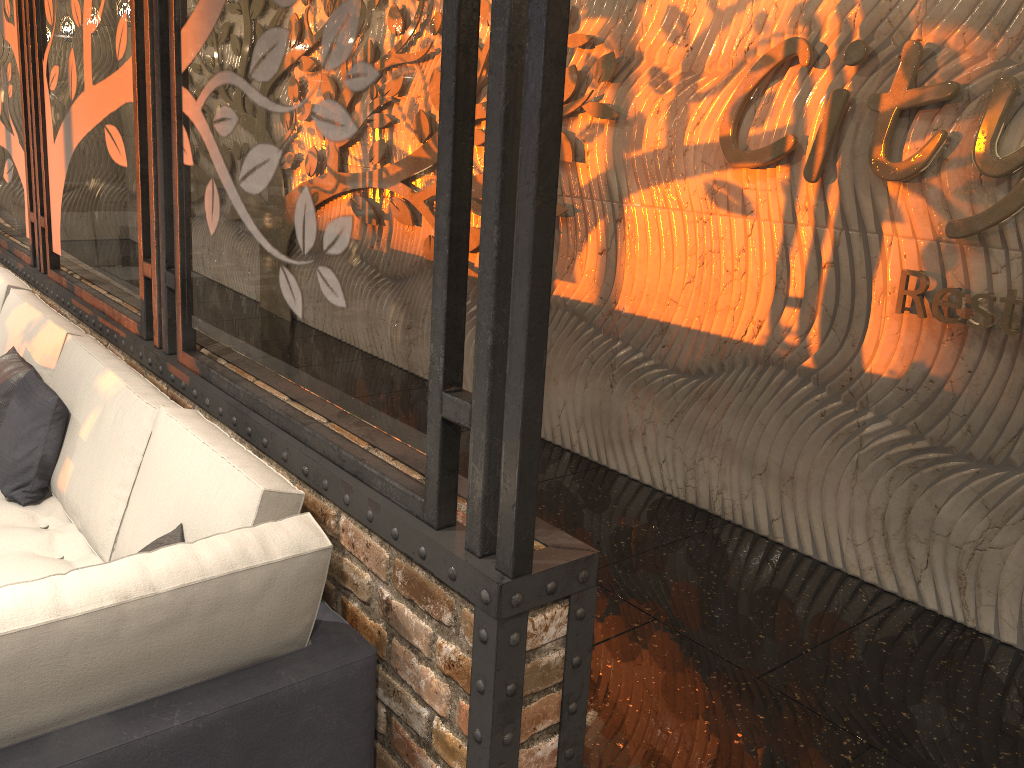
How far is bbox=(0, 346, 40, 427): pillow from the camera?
3.32m

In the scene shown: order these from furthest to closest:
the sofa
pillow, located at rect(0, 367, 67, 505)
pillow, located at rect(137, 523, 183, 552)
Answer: pillow, located at rect(0, 367, 67, 505) < pillow, located at rect(137, 523, 183, 552) < the sofa

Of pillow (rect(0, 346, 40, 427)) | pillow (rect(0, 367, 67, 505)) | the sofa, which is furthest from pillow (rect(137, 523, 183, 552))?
pillow (rect(0, 346, 40, 427))

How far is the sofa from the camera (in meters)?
1.58

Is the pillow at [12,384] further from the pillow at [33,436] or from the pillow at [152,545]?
the pillow at [152,545]

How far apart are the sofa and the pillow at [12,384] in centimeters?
4cm

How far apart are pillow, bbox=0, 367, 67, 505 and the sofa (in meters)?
0.02

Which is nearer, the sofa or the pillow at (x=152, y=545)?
the sofa

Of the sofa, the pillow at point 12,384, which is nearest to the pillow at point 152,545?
the sofa

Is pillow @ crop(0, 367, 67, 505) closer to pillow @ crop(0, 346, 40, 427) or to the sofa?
the sofa
